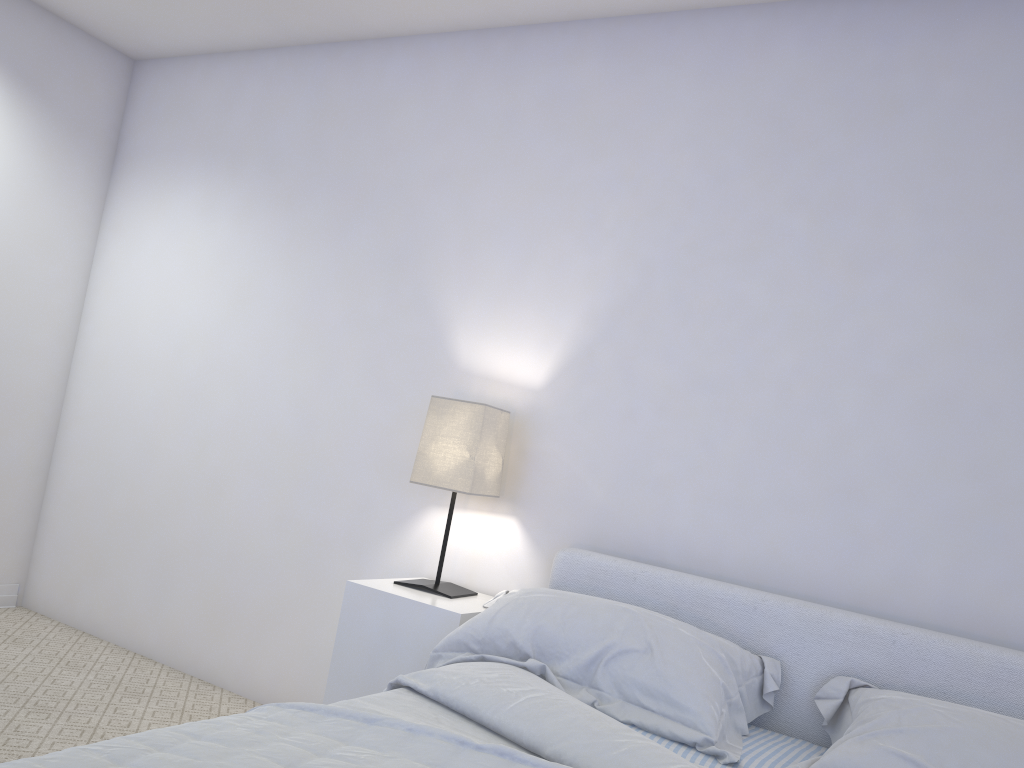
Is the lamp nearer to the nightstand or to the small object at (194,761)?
the nightstand

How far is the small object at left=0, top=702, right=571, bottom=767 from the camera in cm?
119

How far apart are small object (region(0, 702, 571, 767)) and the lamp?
1.1 meters

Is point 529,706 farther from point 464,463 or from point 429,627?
point 464,463

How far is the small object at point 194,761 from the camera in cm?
119

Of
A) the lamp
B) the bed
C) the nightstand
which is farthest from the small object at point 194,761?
the lamp

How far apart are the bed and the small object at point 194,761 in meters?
0.2

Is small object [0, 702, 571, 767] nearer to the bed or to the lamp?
the bed

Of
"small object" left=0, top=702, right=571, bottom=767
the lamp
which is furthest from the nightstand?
"small object" left=0, top=702, right=571, bottom=767

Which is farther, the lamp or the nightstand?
the lamp
